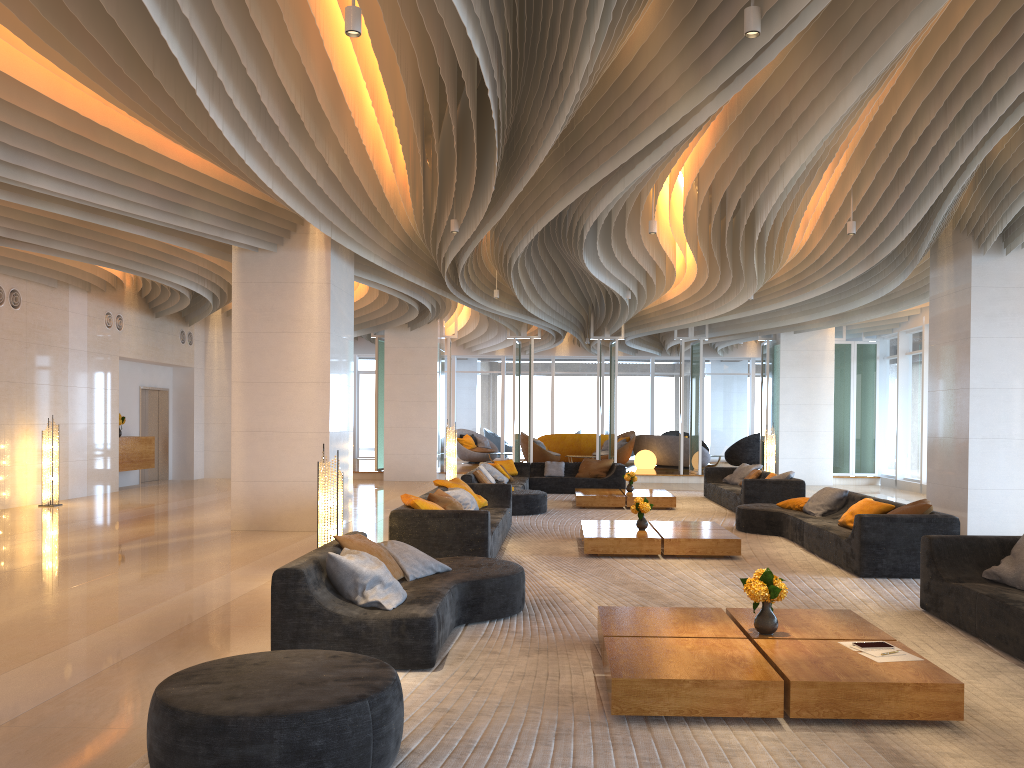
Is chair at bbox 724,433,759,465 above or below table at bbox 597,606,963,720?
above

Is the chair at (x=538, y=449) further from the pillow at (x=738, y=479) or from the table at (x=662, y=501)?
the table at (x=662, y=501)

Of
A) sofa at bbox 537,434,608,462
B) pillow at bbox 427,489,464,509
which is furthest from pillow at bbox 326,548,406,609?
sofa at bbox 537,434,608,462

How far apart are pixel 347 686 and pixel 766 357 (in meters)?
18.66

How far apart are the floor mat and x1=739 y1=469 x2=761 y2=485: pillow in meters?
0.9

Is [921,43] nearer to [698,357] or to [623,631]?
[623,631]

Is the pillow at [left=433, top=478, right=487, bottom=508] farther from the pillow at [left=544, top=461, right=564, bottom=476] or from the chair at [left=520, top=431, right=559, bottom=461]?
the chair at [left=520, top=431, right=559, bottom=461]

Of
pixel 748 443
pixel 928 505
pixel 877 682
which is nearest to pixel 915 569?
pixel 928 505

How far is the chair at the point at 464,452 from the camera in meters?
25.2

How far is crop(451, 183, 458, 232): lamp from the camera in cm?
980
